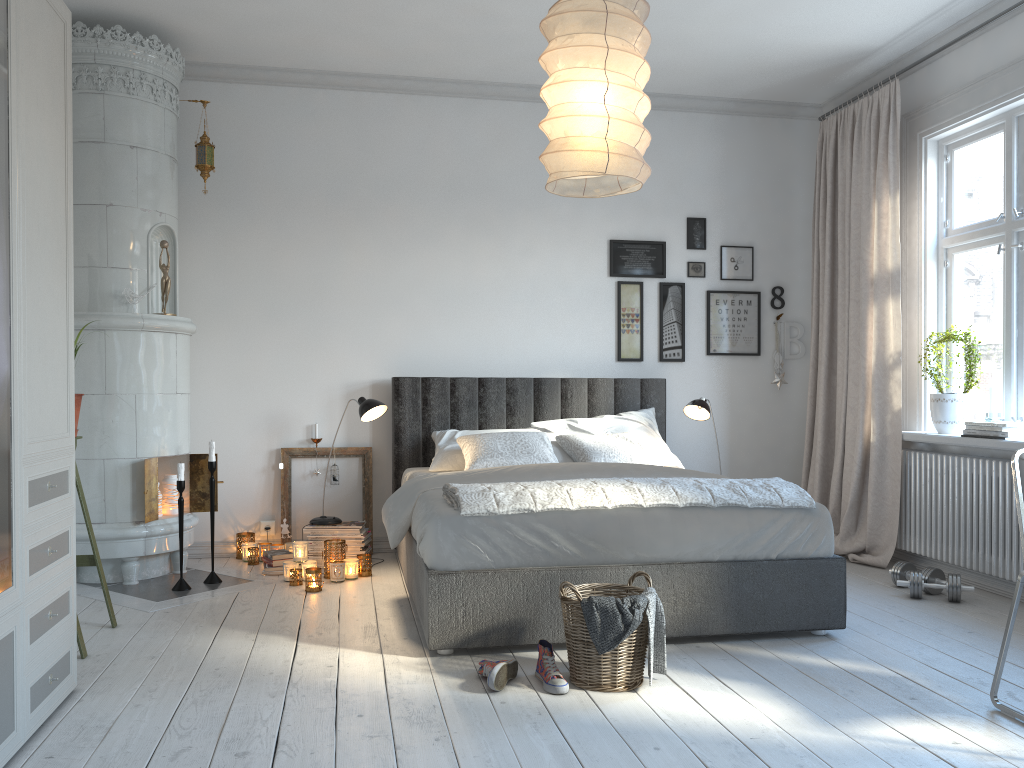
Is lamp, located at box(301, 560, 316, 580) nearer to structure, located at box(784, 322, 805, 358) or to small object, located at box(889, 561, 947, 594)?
small object, located at box(889, 561, 947, 594)

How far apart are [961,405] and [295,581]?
3.5m

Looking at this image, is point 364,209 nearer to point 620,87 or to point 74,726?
point 620,87

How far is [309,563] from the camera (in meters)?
4.45

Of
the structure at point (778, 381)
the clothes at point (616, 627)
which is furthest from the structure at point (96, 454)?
the structure at point (778, 381)

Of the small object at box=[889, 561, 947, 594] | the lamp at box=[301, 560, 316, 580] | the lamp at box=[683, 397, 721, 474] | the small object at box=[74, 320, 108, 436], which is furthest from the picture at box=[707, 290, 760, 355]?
the small object at box=[74, 320, 108, 436]

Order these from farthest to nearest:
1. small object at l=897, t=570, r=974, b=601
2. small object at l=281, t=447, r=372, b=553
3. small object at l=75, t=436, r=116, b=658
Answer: small object at l=281, t=447, r=372, b=553 < small object at l=897, t=570, r=974, b=601 < small object at l=75, t=436, r=116, b=658

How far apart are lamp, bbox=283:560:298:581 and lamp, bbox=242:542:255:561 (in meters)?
0.64

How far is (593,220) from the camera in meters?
5.6 m

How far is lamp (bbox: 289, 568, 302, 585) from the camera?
4.4m
